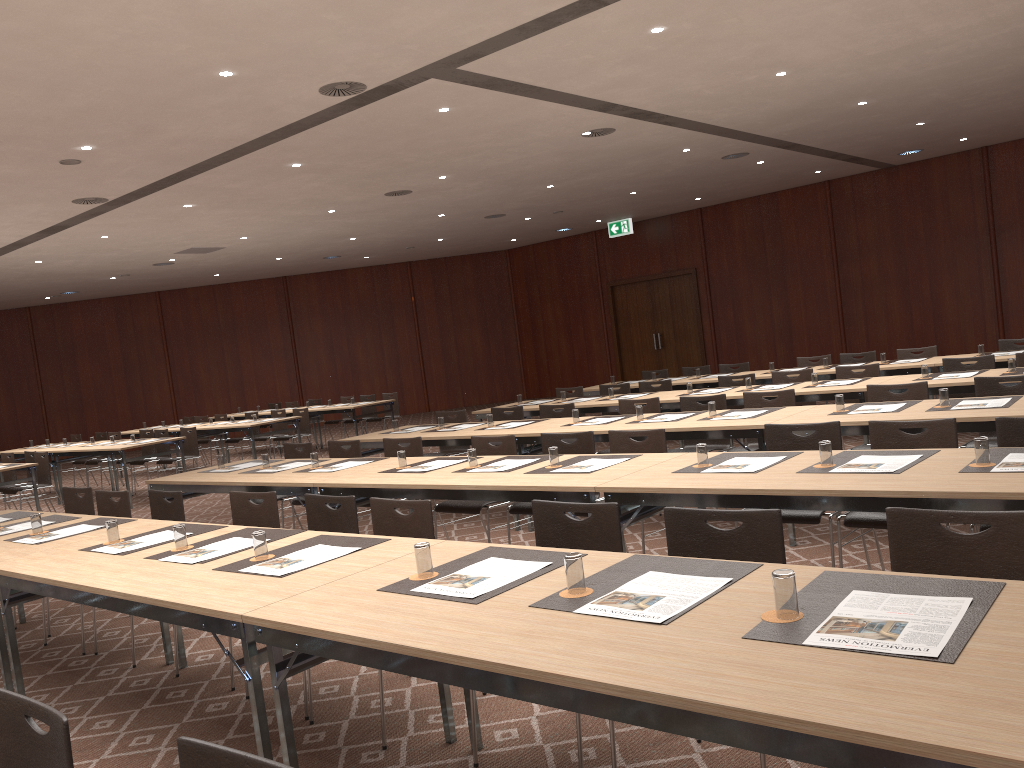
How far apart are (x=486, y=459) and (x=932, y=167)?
14.2 meters

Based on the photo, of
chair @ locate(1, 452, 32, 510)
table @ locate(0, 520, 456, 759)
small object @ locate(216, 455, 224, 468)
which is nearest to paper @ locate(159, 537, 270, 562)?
table @ locate(0, 520, 456, 759)

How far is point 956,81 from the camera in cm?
1064

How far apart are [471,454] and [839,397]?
2.6 meters

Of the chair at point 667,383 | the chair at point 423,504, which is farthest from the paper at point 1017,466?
the chair at point 667,383

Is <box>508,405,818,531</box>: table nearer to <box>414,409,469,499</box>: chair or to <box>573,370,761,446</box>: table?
<box>414,409,469,499</box>: chair

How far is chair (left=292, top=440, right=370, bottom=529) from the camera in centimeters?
746cm

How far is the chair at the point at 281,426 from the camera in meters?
15.1 m

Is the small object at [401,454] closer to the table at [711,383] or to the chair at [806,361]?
the table at [711,383]

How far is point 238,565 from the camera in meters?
3.6 m
